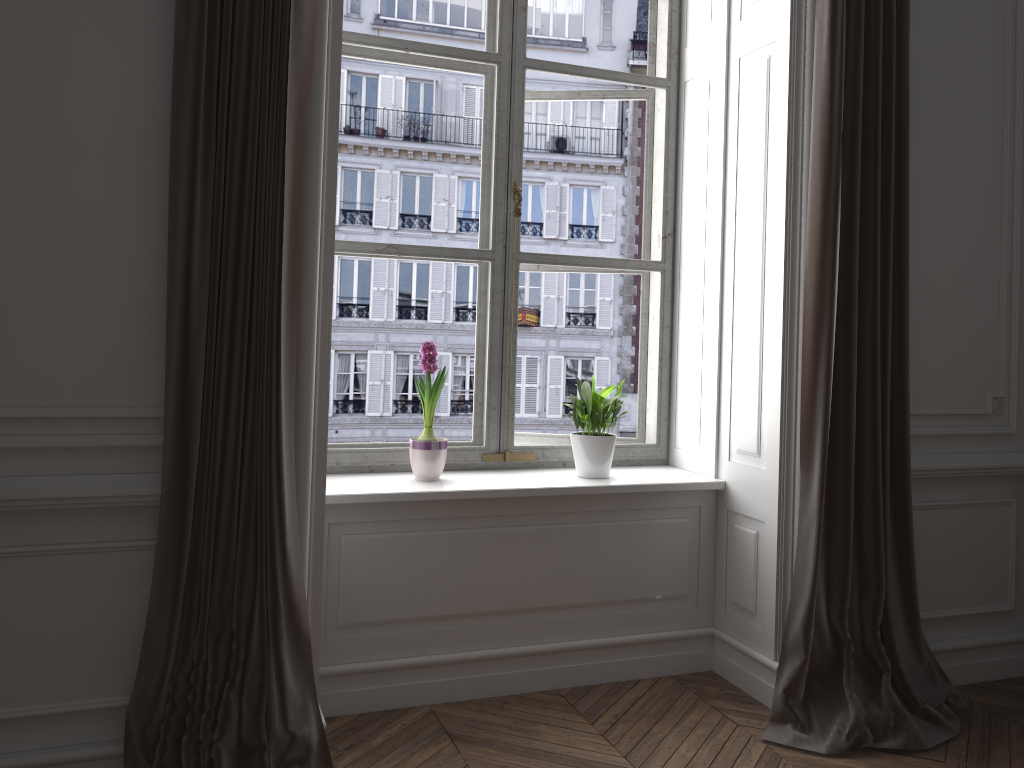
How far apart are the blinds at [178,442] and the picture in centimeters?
77cm

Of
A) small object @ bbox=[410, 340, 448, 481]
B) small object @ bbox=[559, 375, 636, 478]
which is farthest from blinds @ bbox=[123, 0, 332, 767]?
small object @ bbox=[559, 375, 636, 478]

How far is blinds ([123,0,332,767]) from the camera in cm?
217

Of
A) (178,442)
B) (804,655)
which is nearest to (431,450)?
(178,442)

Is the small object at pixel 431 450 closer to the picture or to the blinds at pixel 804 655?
the picture

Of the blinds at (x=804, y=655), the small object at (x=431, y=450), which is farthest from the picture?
the blinds at (x=804, y=655)

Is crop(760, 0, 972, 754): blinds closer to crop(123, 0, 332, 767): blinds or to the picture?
the picture

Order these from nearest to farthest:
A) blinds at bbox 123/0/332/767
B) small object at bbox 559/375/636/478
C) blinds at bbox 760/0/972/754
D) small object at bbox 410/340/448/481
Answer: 1. blinds at bbox 123/0/332/767
2. blinds at bbox 760/0/972/754
3. small object at bbox 410/340/448/481
4. small object at bbox 559/375/636/478

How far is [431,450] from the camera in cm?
299

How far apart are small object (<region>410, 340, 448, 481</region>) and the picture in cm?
11
